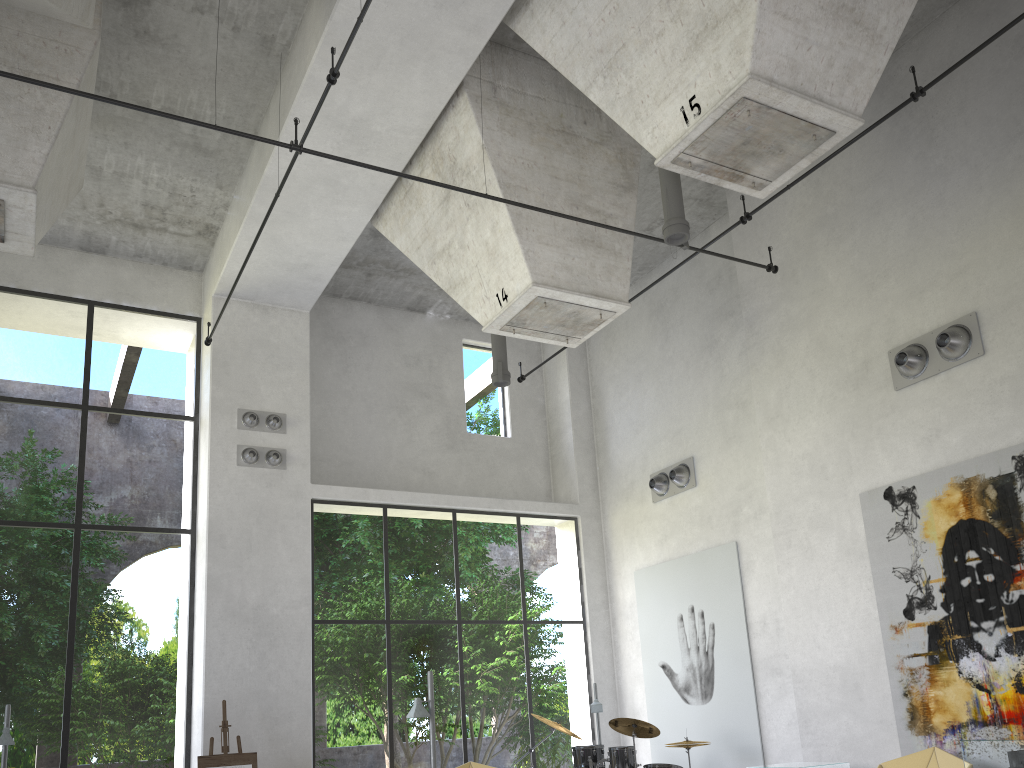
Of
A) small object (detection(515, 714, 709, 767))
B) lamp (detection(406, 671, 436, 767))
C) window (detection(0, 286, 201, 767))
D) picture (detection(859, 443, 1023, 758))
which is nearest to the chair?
picture (detection(859, 443, 1023, 758))

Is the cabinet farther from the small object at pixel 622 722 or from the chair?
the chair

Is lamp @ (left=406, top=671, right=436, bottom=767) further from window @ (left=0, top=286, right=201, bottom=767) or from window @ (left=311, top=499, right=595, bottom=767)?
window @ (left=0, top=286, right=201, bottom=767)

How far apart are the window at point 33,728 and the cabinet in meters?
10.5 m

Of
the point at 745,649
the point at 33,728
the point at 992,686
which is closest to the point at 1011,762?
the point at 745,649

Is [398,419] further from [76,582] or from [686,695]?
[686,695]

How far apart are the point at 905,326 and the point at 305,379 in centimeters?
816cm

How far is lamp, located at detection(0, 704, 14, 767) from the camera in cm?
887

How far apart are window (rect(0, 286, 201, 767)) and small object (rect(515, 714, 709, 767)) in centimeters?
469cm

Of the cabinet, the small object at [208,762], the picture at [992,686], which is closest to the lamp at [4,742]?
the small object at [208,762]
